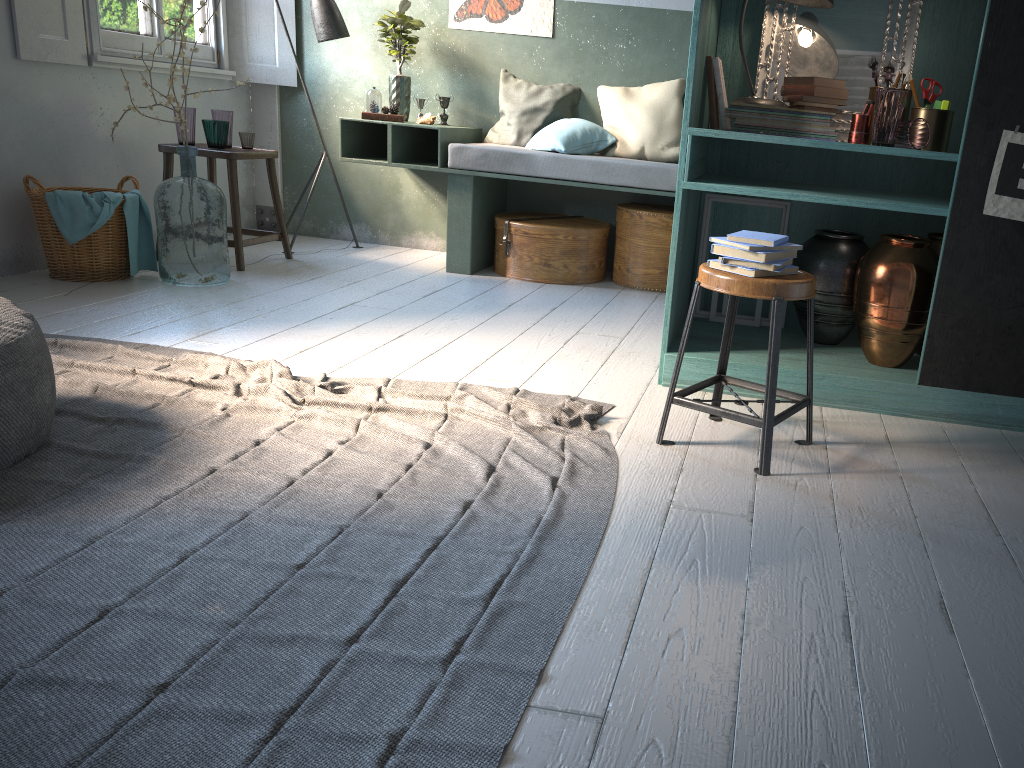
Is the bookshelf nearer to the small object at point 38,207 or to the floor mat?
the floor mat

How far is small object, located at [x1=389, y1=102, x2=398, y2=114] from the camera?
6.06m

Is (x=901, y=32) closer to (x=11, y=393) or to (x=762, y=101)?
(x=762, y=101)

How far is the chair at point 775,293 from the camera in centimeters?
273cm

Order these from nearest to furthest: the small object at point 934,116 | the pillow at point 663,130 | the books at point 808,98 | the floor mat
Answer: the floor mat
the small object at point 934,116
the books at point 808,98
the pillow at point 663,130

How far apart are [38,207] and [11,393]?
2.76m

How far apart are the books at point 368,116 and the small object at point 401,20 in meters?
0.3 m

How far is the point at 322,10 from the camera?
6.1 meters

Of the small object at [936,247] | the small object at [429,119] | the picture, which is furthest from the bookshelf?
the small object at [429,119]

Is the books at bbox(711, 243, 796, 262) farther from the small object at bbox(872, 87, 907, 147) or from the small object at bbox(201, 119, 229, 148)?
the small object at bbox(201, 119, 229, 148)
